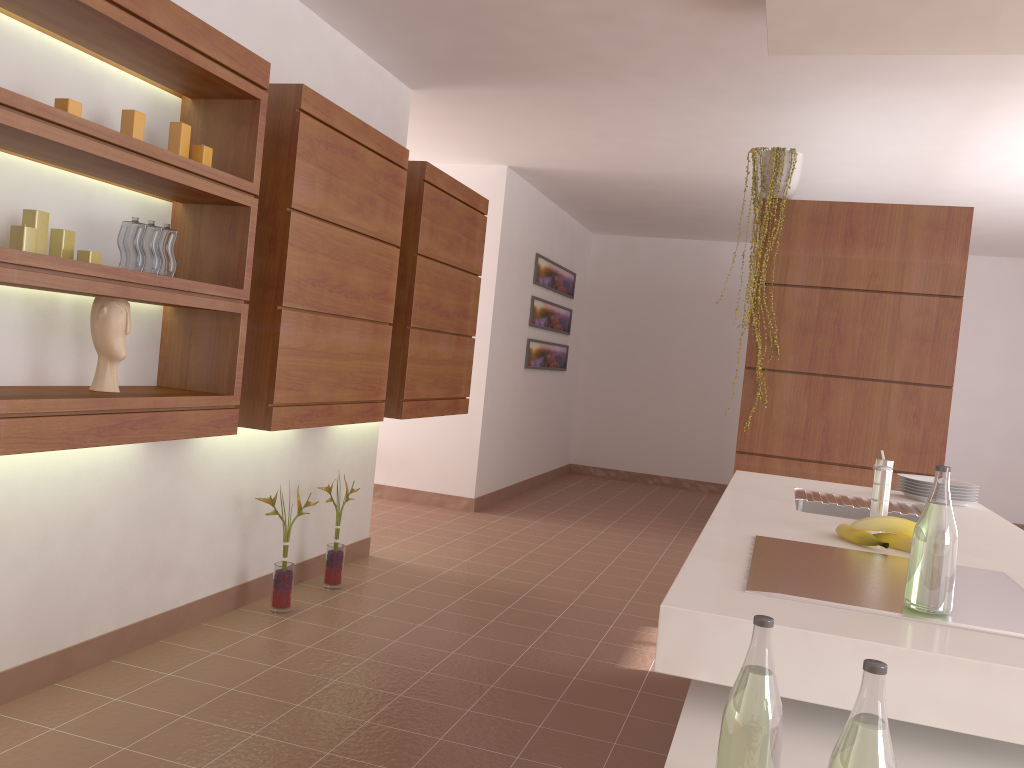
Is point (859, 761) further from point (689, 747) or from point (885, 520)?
point (885, 520)

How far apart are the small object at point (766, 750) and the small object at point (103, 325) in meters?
2.1 m

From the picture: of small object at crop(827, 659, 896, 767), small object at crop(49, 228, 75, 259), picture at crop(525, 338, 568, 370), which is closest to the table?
small object at crop(827, 659, 896, 767)

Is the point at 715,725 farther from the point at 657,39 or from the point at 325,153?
the point at 657,39

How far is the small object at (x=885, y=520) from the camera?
1.95m

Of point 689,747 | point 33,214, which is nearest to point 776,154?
point 33,214

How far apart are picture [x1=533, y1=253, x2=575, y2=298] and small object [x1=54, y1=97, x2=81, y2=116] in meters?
5.3

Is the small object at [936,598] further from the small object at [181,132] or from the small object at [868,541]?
the small object at [181,132]

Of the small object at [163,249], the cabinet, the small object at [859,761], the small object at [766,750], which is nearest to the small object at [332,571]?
the cabinet

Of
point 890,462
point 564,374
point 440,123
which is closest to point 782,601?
point 890,462
